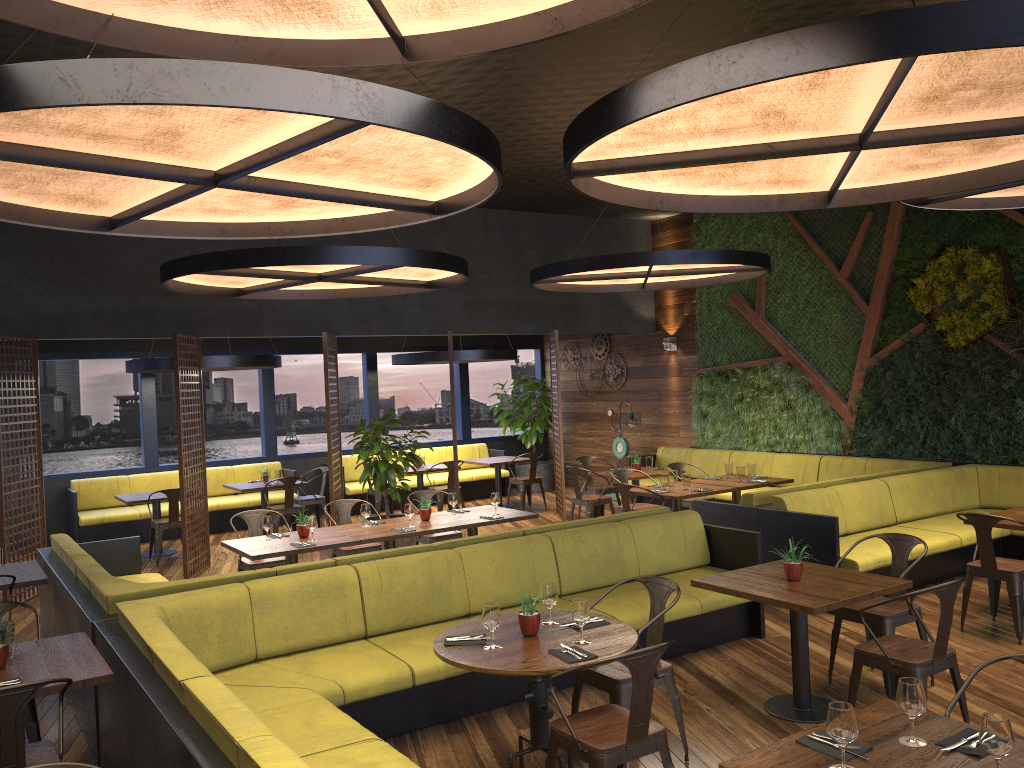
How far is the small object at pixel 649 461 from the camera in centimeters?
1160cm

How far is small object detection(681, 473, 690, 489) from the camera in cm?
950

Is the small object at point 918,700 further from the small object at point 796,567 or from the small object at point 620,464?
the small object at point 620,464

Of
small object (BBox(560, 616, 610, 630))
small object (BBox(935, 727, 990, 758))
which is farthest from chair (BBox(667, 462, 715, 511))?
small object (BBox(935, 727, 990, 758))

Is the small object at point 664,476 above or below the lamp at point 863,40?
below

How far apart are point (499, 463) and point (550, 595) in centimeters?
919cm

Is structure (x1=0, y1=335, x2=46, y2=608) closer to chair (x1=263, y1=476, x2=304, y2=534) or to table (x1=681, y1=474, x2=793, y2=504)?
chair (x1=263, y1=476, x2=304, y2=534)

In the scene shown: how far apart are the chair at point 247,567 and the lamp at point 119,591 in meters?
0.7 m

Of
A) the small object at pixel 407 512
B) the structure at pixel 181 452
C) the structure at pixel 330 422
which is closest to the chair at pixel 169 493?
the structure at pixel 181 452

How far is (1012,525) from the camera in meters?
6.8
